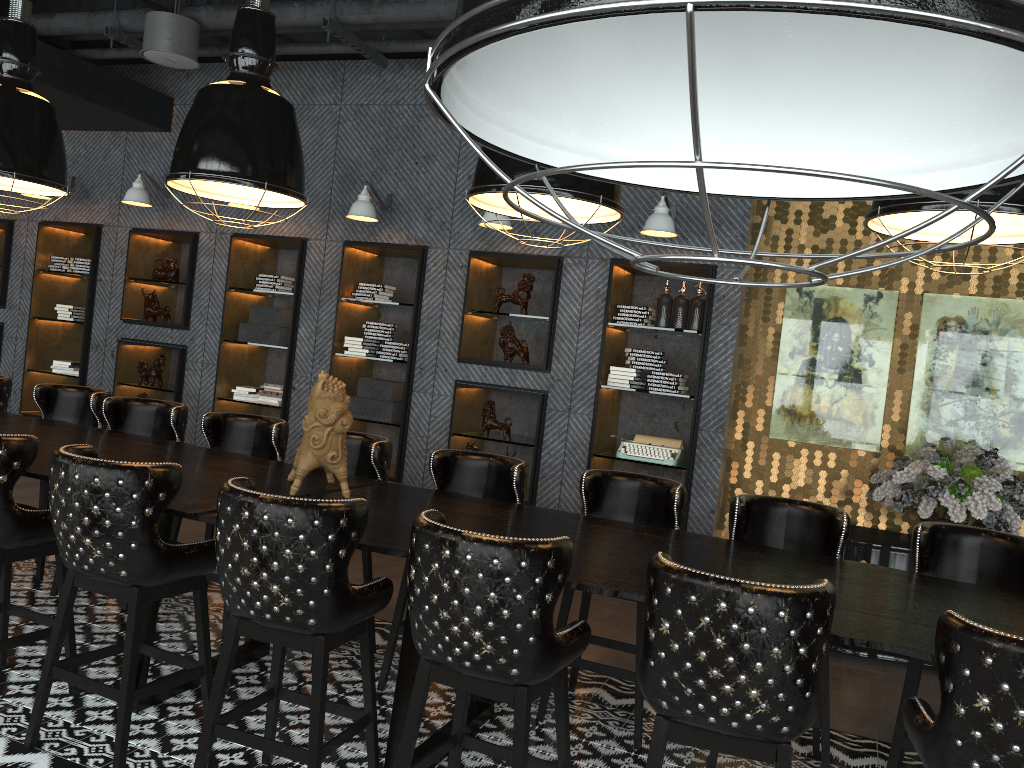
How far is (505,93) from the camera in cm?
63

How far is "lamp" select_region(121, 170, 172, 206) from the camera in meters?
7.3

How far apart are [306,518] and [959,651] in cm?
177

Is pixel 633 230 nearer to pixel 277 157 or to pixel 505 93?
pixel 277 157

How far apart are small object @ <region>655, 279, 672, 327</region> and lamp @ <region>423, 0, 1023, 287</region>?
5.52m

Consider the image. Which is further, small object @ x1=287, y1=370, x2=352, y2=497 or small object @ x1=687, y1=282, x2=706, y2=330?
small object @ x1=687, y1=282, x2=706, y2=330

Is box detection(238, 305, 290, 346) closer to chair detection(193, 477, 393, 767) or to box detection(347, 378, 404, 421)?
box detection(347, 378, 404, 421)

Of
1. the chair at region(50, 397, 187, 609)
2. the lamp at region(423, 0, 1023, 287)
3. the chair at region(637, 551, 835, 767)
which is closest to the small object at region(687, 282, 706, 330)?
the chair at region(50, 397, 187, 609)

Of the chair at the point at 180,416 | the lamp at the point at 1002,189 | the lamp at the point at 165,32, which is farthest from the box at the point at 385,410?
the lamp at the point at 1002,189

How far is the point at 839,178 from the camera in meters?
0.4 m
